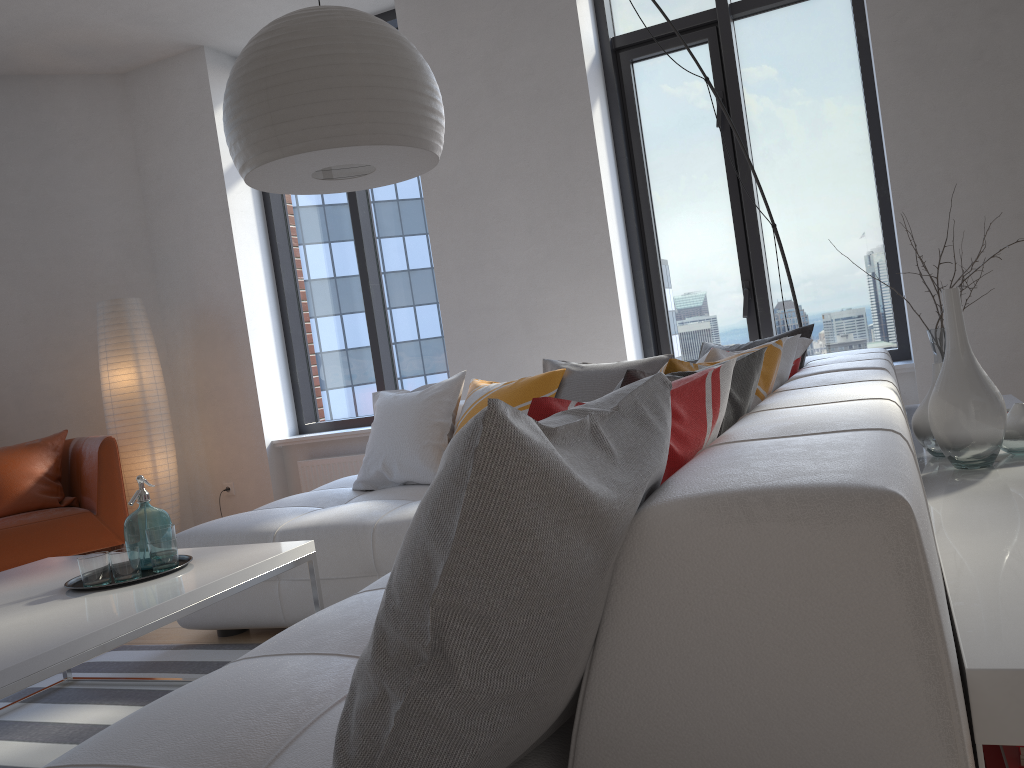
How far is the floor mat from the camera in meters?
2.5 m

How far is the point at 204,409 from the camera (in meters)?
5.51

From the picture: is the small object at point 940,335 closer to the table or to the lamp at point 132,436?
the table

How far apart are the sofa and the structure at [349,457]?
1.1m

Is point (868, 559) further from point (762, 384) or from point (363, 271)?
point (363, 271)

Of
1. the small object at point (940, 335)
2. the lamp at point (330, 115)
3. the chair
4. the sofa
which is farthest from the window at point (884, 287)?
the chair

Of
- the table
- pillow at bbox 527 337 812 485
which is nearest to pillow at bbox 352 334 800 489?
pillow at bbox 527 337 812 485

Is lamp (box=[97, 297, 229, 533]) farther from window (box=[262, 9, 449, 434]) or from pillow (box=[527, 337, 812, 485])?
pillow (box=[527, 337, 812, 485])

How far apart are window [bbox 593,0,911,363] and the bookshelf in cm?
121

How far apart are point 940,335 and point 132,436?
4.18m
